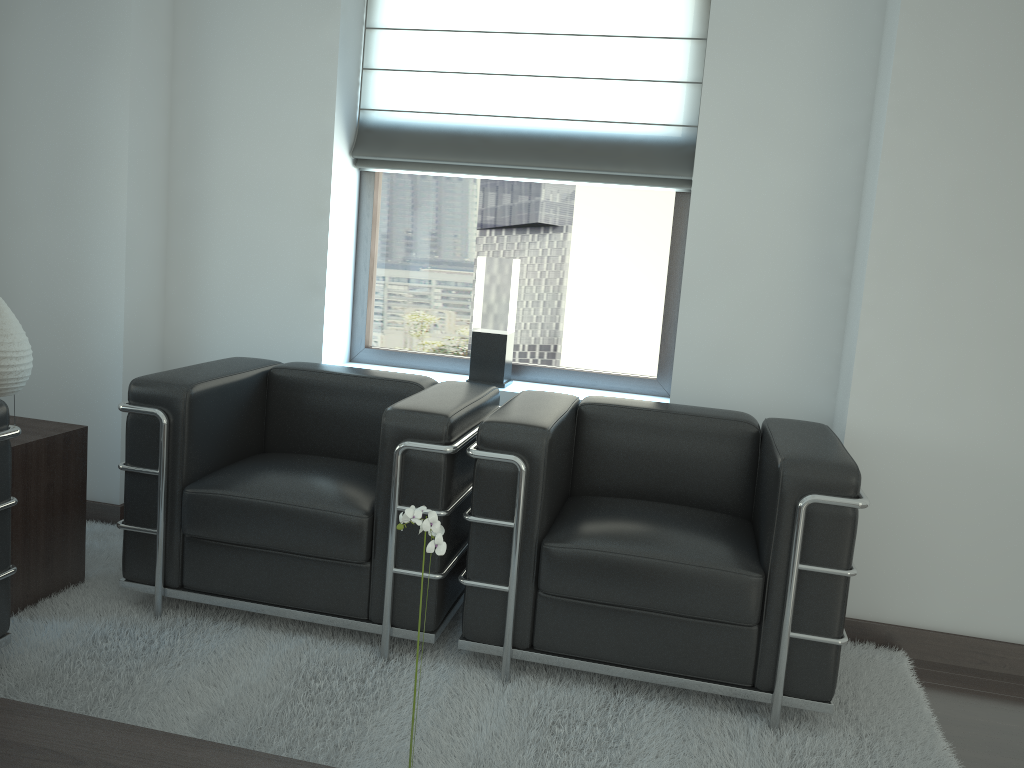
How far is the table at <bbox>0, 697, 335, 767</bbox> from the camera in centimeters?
242cm

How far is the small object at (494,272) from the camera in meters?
5.3

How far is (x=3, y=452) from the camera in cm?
347

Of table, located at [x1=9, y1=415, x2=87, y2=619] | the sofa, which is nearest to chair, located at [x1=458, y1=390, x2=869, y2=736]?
the sofa

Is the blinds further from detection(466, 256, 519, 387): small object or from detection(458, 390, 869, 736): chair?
detection(458, 390, 869, 736): chair

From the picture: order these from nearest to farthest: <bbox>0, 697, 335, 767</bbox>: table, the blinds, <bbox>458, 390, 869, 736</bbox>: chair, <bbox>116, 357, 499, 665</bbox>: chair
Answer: <bbox>0, 697, 335, 767</bbox>: table < <bbox>458, 390, 869, 736</bbox>: chair < <bbox>116, 357, 499, 665</bbox>: chair < the blinds

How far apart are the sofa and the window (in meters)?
2.58

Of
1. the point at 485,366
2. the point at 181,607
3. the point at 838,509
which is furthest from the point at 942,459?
the point at 181,607

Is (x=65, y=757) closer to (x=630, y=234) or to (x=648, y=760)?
(x=648, y=760)

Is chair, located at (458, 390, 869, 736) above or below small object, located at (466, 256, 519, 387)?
below
